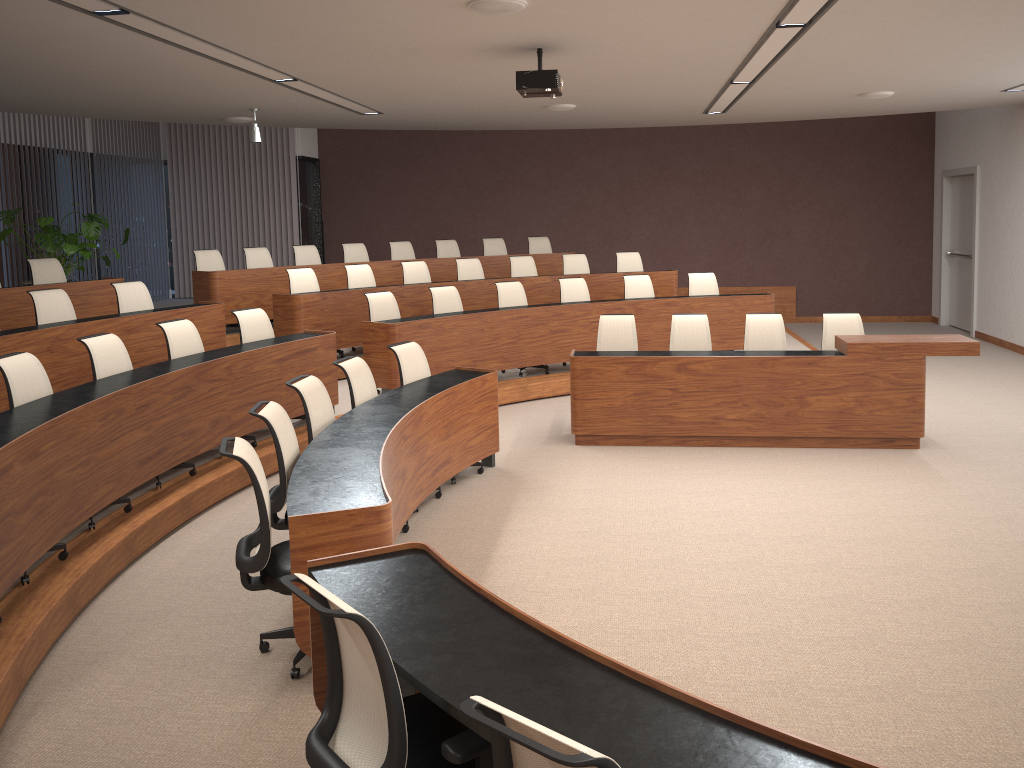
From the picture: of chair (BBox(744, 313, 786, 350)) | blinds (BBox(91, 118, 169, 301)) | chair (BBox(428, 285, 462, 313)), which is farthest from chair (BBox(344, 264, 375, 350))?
blinds (BBox(91, 118, 169, 301))

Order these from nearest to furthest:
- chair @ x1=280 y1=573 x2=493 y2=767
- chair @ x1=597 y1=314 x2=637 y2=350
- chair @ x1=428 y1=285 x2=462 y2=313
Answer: chair @ x1=280 y1=573 x2=493 y2=767 < chair @ x1=597 y1=314 x2=637 y2=350 < chair @ x1=428 y1=285 x2=462 y2=313

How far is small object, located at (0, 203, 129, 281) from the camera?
10.1m

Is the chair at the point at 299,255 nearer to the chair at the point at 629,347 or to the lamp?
the lamp

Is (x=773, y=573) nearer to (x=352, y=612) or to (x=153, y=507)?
(x=352, y=612)

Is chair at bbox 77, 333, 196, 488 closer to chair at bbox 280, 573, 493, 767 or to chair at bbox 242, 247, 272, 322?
chair at bbox 280, 573, 493, 767

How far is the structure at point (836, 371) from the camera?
6.8m

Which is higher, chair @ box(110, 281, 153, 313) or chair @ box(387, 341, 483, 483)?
chair @ box(110, 281, 153, 313)

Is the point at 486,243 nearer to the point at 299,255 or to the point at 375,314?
the point at 299,255

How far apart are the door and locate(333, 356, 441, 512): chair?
9.6m
